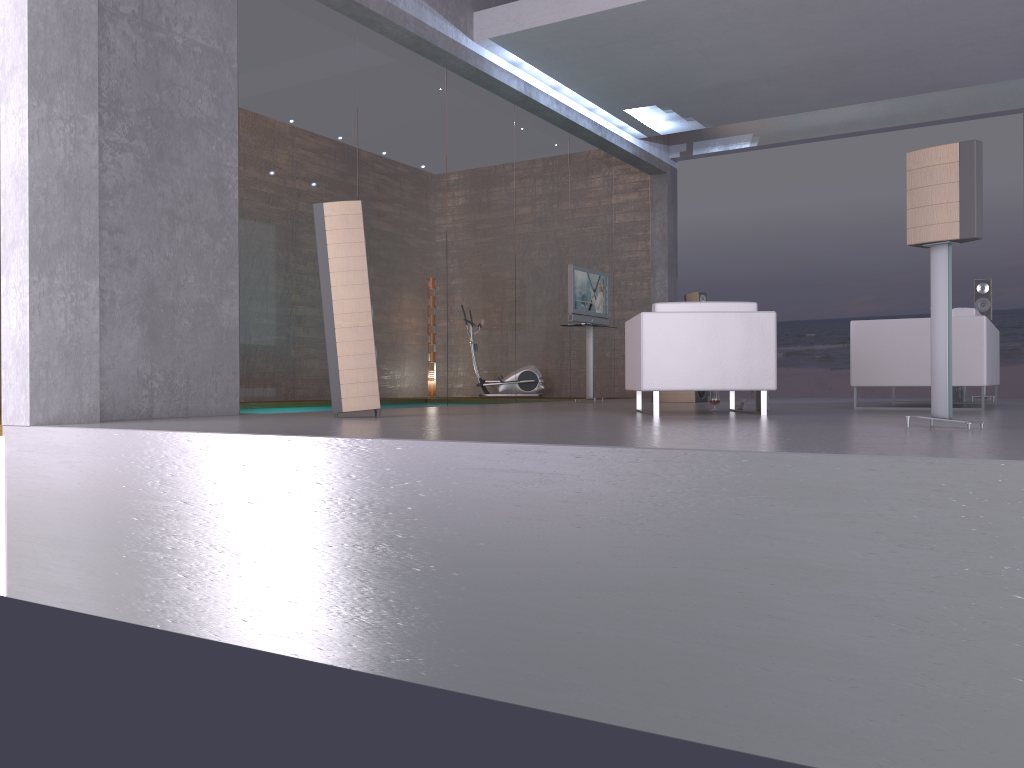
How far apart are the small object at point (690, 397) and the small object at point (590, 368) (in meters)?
0.85

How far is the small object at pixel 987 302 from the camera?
9.83m

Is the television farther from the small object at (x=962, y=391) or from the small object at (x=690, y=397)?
the small object at (x=962, y=391)

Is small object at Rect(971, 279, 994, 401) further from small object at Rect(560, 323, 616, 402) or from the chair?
the chair

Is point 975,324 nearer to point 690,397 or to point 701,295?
point 690,397

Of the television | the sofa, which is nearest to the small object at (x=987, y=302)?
the sofa

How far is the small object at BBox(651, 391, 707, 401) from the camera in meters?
10.3

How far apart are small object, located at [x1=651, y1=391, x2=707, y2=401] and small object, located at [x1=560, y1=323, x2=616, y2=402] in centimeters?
85cm

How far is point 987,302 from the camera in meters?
9.8

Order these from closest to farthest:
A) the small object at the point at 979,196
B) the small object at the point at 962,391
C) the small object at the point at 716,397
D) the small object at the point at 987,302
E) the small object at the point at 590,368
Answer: the small object at the point at 979,196, the small object at the point at 716,397, the small object at the point at 962,391, the small object at the point at 987,302, the small object at the point at 590,368
